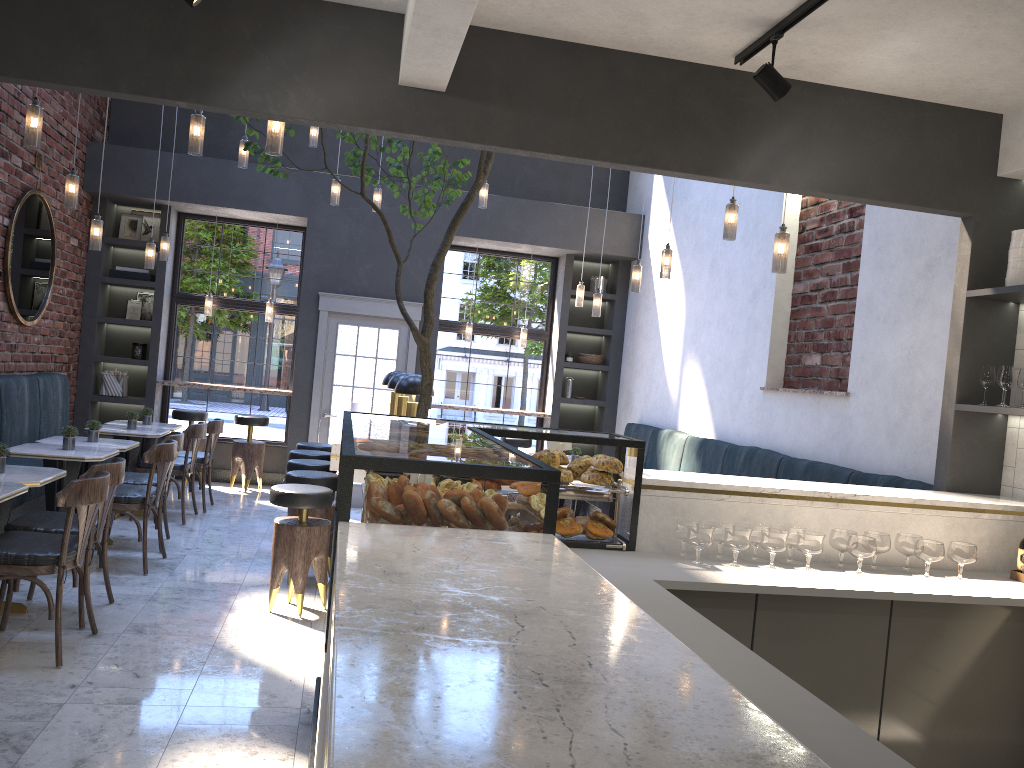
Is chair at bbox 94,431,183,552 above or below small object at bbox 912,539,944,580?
below

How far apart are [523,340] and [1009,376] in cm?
676

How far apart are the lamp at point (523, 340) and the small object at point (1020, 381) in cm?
675

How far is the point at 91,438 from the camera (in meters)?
6.45

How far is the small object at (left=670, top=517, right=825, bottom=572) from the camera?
3.4m

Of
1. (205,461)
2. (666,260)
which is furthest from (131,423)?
(666,260)

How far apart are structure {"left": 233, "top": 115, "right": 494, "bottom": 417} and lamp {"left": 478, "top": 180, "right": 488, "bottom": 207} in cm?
215

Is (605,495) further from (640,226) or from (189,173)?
A: (189,173)

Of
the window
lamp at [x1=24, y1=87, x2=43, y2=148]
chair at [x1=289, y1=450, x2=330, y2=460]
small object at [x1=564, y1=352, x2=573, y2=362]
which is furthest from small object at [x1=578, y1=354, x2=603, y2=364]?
lamp at [x1=24, y1=87, x2=43, y2=148]

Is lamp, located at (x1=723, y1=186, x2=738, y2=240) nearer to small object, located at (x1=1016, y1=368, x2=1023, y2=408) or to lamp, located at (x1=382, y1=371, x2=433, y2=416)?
small object, located at (x1=1016, y1=368, x2=1023, y2=408)
